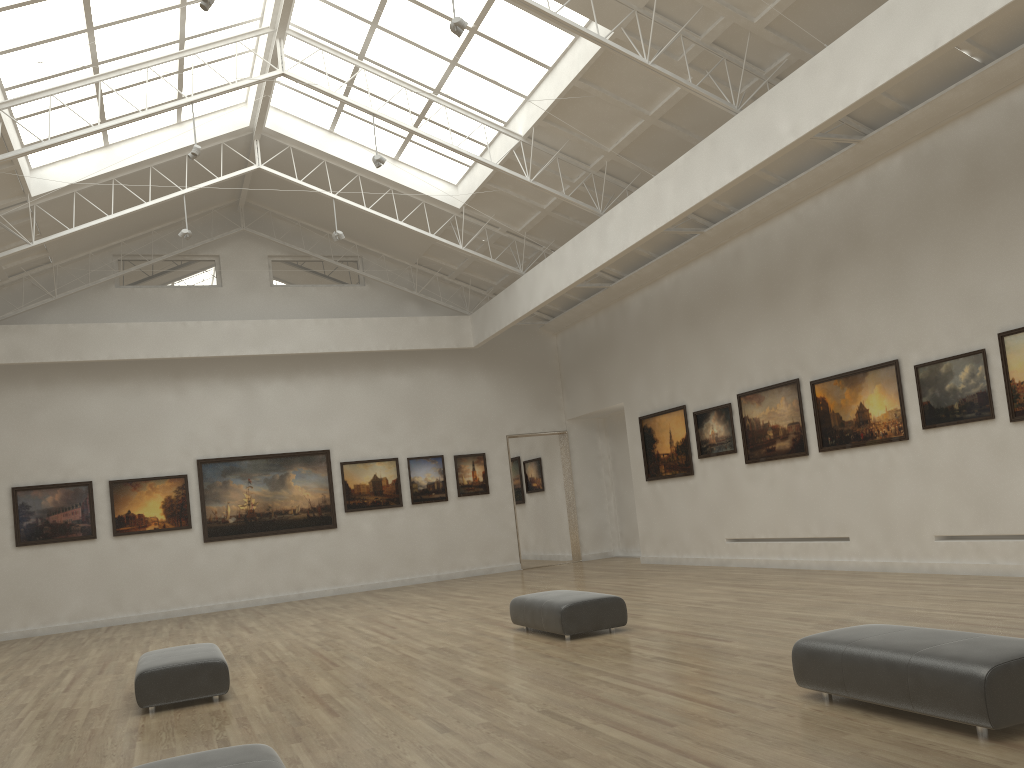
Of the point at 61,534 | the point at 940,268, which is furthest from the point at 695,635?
the point at 61,534
